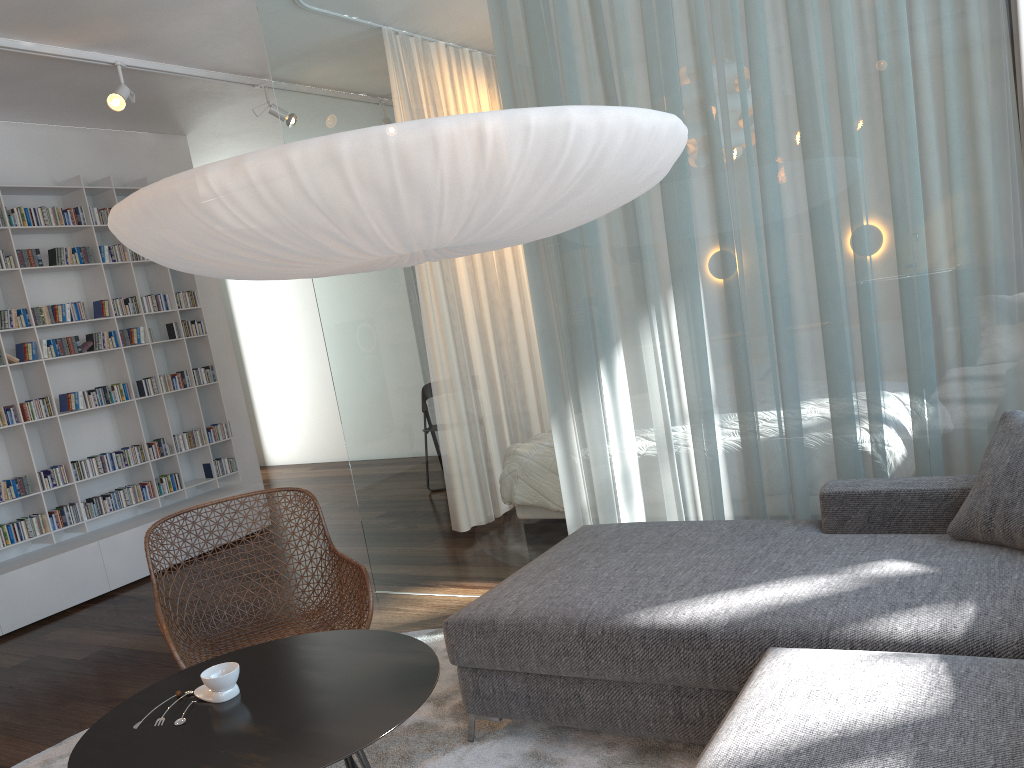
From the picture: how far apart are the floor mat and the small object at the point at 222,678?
0.64m

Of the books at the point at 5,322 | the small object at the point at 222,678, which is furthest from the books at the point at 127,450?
the small object at the point at 222,678

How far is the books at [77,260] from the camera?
5.3 meters

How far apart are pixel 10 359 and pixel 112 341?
0.6 meters

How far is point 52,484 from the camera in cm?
504

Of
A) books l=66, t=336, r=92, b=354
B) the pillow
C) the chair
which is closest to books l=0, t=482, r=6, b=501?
books l=66, t=336, r=92, b=354

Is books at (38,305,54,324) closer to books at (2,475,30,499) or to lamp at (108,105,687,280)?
books at (2,475,30,499)

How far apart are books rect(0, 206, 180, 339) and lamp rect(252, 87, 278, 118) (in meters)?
1.26

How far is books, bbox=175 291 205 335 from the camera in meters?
5.9

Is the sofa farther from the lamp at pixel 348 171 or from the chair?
the lamp at pixel 348 171
